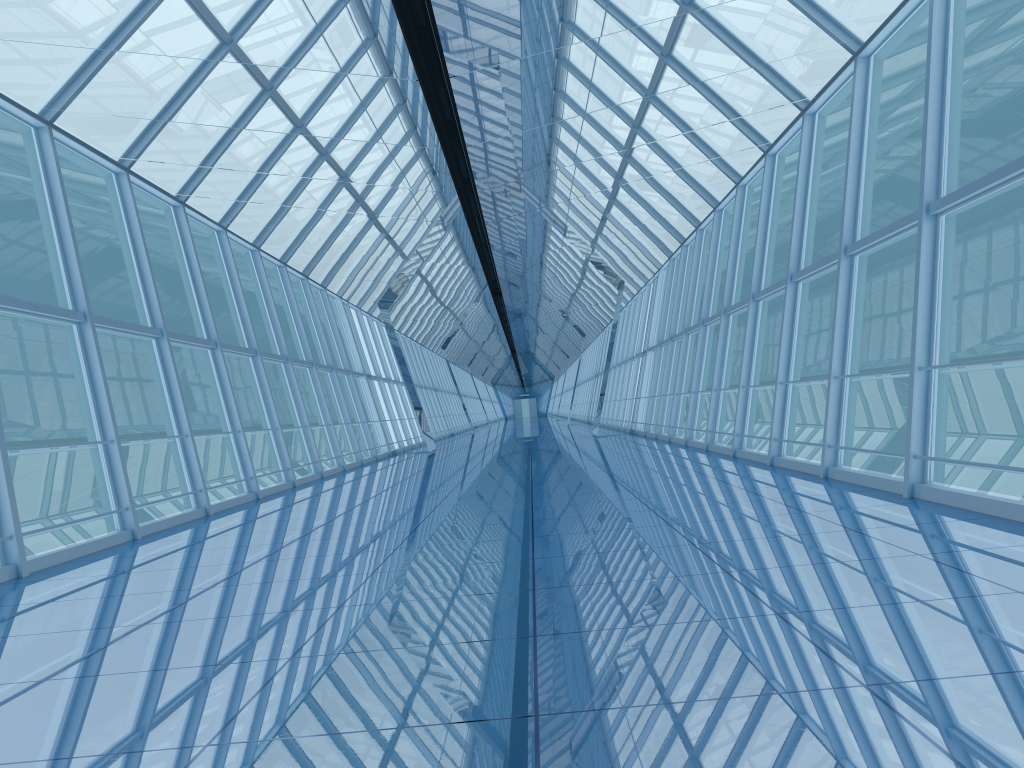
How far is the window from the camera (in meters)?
9.06

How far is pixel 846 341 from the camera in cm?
906

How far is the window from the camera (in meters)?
9.06
